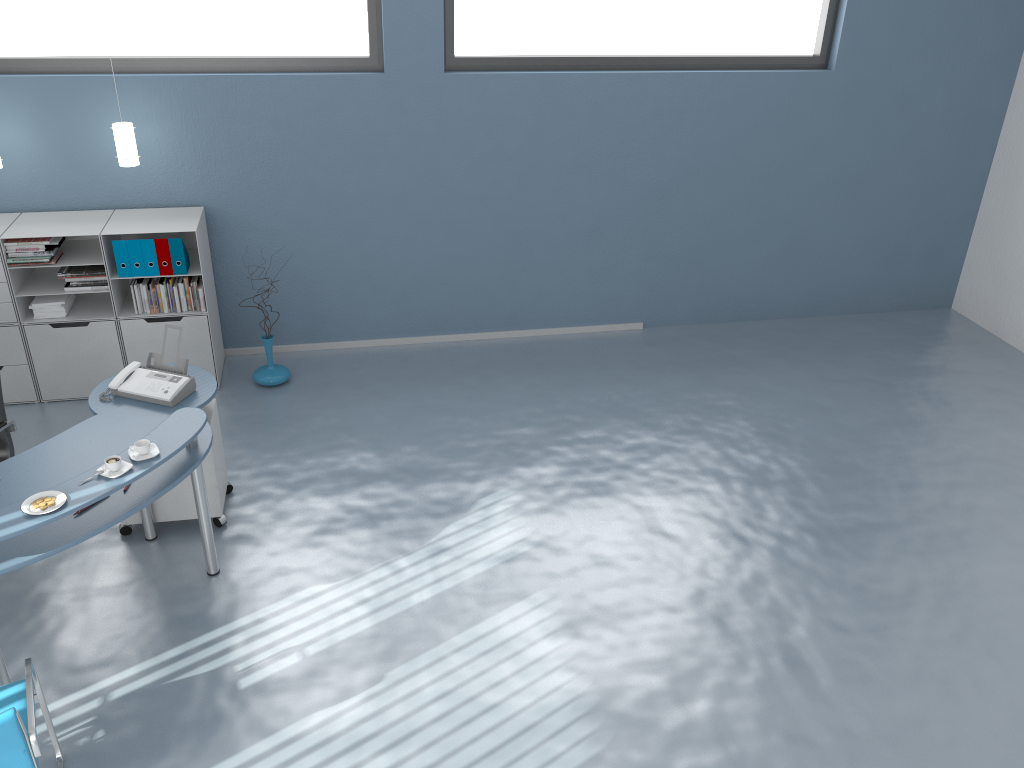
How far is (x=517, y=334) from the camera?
7.0m

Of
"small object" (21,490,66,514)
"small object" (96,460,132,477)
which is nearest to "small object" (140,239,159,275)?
"small object" (96,460,132,477)

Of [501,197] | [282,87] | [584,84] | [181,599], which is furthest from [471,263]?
[181,599]

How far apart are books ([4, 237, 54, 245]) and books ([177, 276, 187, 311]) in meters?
0.8

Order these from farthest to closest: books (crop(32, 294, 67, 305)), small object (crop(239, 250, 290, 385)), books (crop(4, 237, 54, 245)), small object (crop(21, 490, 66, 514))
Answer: small object (crop(239, 250, 290, 385))
books (crop(32, 294, 67, 305))
books (crop(4, 237, 54, 245))
small object (crop(21, 490, 66, 514))

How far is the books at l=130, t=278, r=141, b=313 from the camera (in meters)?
5.73

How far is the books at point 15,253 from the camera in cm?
547

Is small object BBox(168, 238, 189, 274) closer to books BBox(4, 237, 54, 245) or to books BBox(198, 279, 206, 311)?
books BBox(198, 279, 206, 311)

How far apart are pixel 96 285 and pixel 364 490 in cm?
226

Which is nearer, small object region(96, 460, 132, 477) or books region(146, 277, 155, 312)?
small object region(96, 460, 132, 477)
